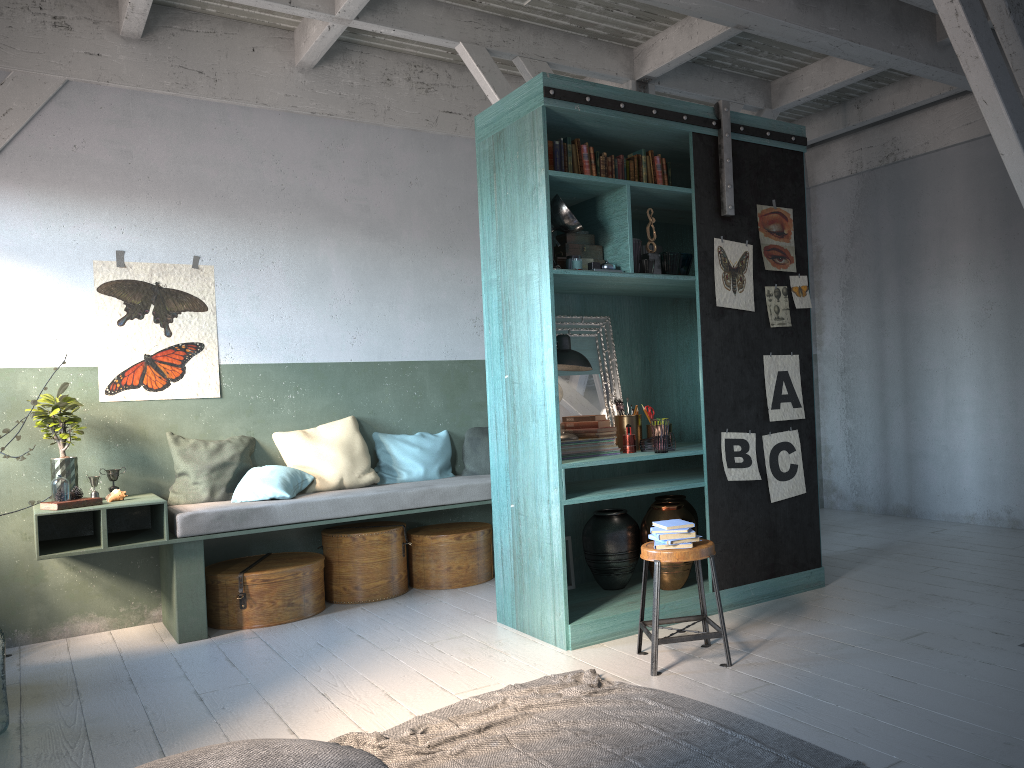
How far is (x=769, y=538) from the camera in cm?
582

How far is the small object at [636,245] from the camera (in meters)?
5.45

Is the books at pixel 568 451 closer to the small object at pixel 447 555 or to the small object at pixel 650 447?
the small object at pixel 650 447

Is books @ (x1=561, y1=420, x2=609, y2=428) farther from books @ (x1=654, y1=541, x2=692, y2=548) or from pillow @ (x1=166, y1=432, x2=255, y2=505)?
pillow @ (x1=166, y1=432, x2=255, y2=505)

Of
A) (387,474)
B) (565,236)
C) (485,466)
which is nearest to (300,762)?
(565,236)

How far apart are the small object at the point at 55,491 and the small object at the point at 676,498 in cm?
397

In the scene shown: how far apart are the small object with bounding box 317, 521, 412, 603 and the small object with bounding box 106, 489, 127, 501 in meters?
1.5 m

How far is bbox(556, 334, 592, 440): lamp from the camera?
5.6 meters

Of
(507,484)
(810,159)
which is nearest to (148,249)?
(507,484)

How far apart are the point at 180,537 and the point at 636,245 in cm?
361
